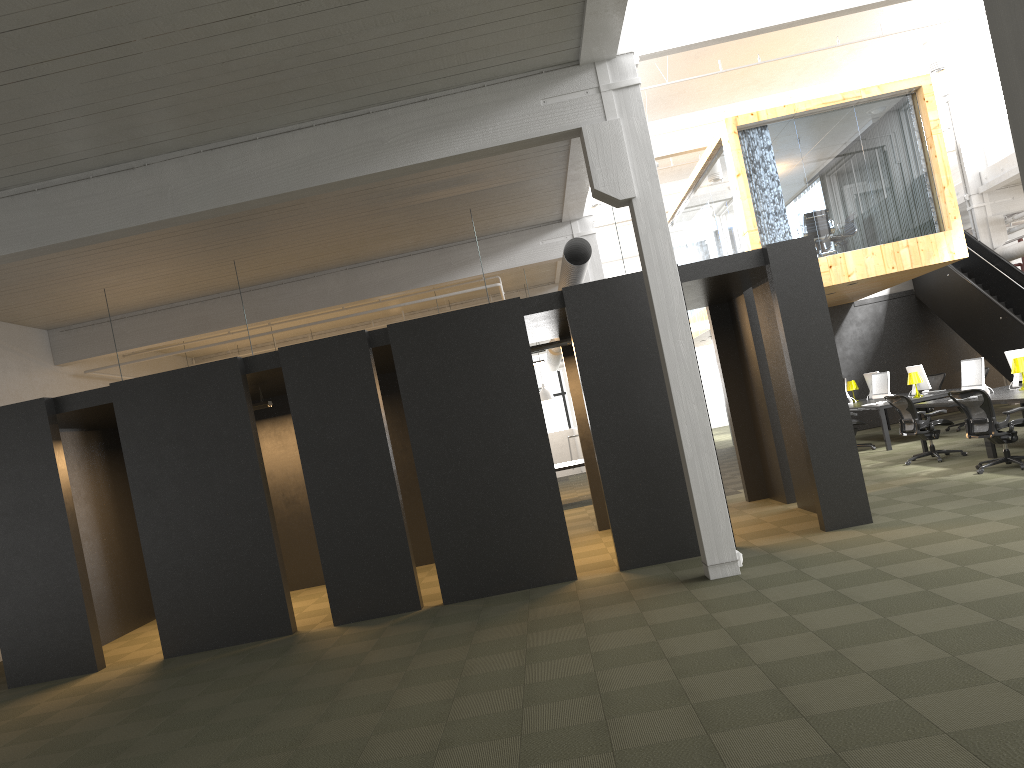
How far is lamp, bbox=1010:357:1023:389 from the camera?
11.8m

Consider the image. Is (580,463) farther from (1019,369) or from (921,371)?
(1019,369)

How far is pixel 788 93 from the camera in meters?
19.4

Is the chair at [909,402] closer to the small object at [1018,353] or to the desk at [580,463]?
the small object at [1018,353]

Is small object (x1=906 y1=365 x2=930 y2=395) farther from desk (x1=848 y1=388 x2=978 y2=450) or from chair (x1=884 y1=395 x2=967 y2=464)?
chair (x1=884 y1=395 x2=967 y2=464)

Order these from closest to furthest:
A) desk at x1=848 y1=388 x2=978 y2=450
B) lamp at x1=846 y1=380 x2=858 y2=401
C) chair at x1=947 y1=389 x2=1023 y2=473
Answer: chair at x1=947 y1=389 x2=1023 y2=473 < desk at x1=848 y1=388 x2=978 y2=450 < lamp at x1=846 y1=380 x2=858 y2=401

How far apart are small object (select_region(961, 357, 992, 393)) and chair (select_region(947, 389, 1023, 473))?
1.77m

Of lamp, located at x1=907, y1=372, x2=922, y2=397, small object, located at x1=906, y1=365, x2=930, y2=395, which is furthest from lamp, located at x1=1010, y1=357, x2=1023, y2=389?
small object, located at x1=906, y1=365, x2=930, y2=395

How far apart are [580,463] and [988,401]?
7.1 meters

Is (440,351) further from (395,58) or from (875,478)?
(875,478)
